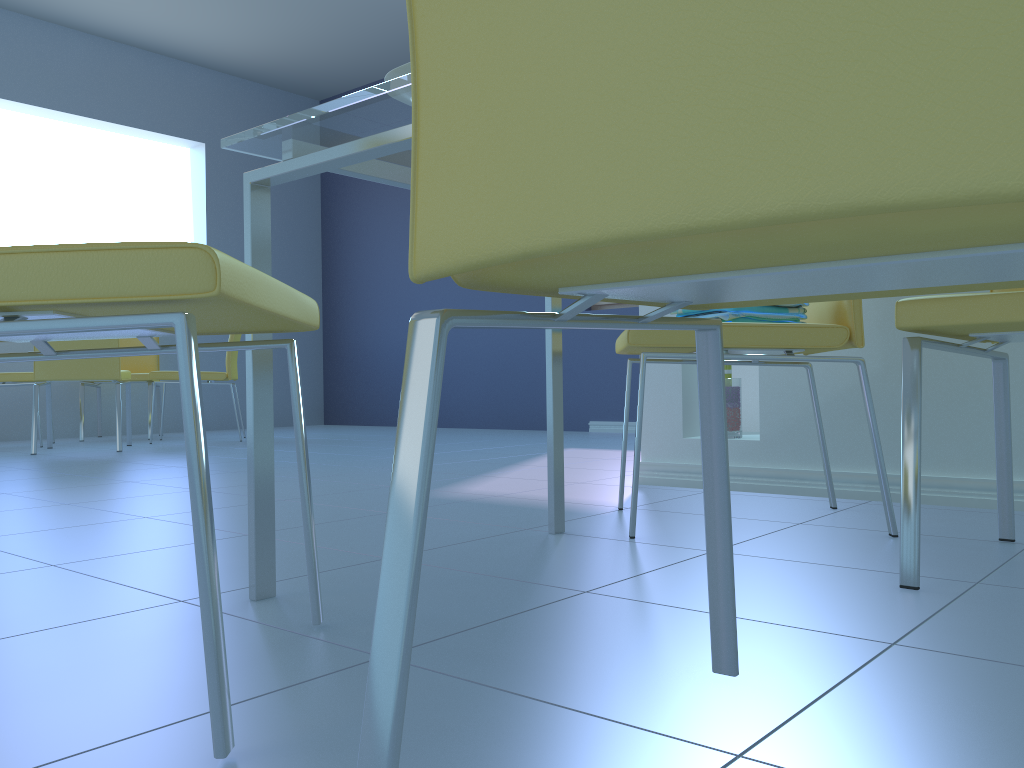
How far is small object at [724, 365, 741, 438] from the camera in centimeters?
227cm

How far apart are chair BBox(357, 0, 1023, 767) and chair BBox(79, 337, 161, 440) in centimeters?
482cm

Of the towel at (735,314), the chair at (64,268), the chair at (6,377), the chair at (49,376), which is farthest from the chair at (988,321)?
the chair at (6,377)

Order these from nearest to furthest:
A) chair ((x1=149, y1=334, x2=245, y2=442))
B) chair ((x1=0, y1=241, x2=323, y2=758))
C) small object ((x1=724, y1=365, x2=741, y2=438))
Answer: chair ((x1=0, y1=241, x2=323, y2=758)), small object ((x1=724, y1=365, x2=741, y2=438)), chair ((x1=149, y1=334, x2=245, y2=442))

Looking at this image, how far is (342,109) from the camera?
0.97m

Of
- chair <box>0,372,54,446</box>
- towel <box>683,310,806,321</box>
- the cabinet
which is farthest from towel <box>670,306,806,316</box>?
chair <box>0,372,54,446</box>

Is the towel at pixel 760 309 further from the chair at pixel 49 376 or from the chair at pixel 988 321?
the chair at pixel 49 376

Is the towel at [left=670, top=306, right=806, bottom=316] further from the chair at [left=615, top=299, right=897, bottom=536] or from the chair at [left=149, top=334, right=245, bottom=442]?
the chair at [left=149, top=334, right=245, bottom=442]

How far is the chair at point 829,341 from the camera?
1.5 meters

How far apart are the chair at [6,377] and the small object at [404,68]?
4.18m
